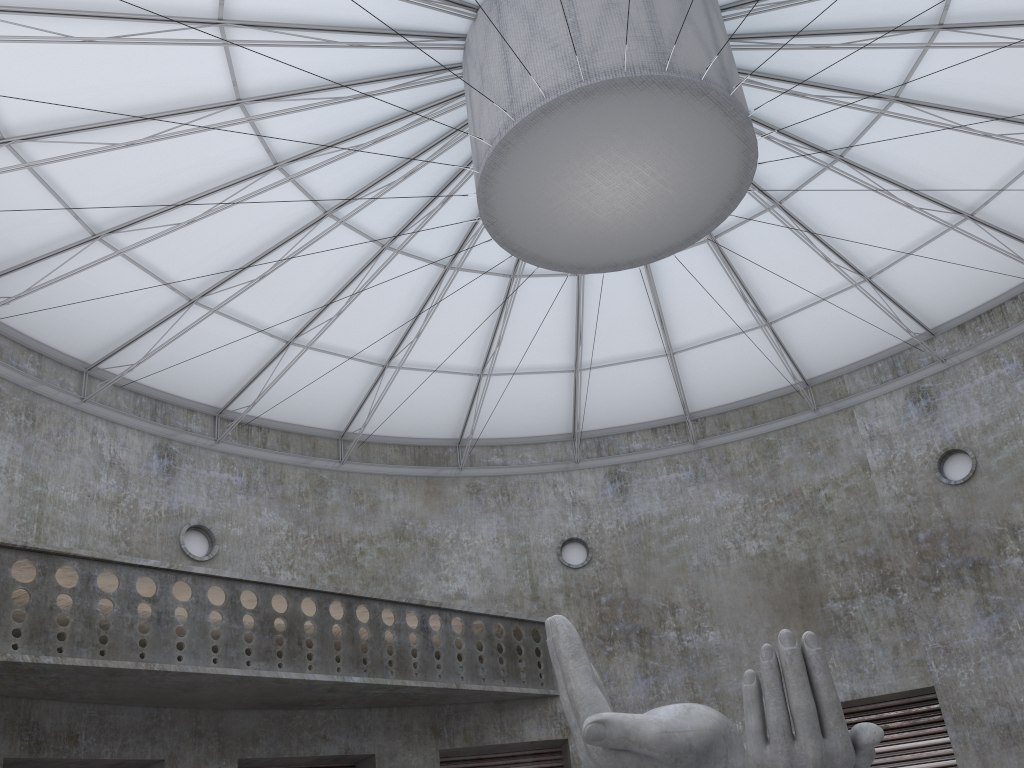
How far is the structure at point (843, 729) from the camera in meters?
13.9 m

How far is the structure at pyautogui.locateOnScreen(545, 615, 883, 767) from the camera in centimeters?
1386cm

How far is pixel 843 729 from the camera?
13.86m
